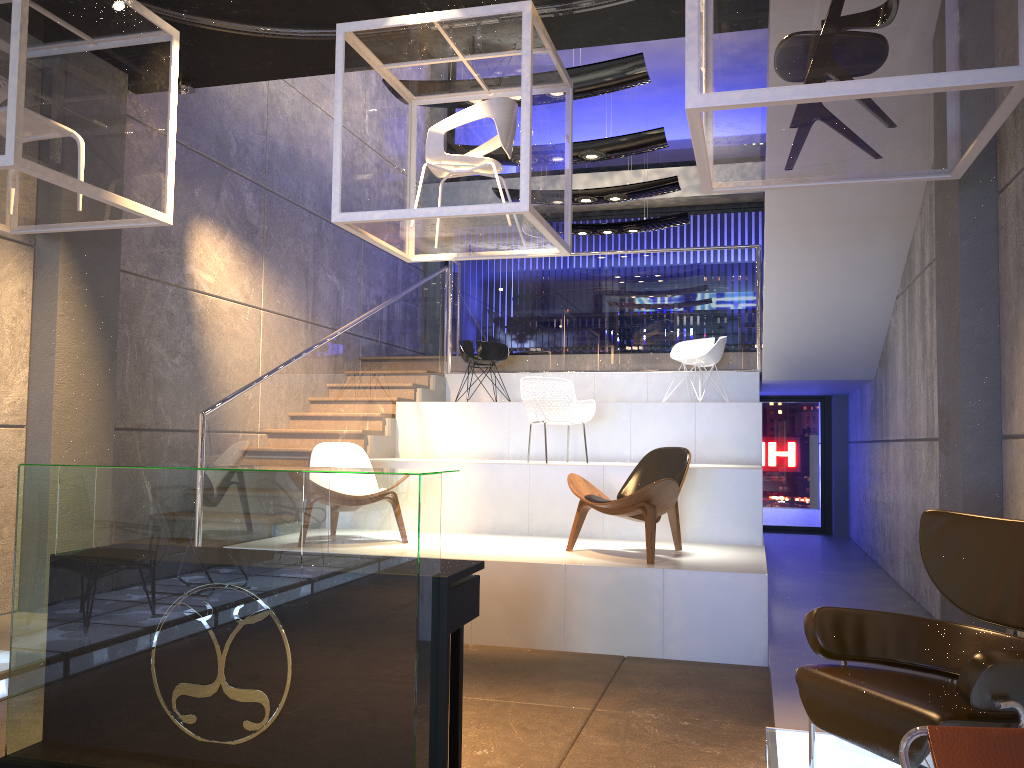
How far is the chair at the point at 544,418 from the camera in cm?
779

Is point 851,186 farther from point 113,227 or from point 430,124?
point 113,227

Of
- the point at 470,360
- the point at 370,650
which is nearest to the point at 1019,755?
the point at 370,650

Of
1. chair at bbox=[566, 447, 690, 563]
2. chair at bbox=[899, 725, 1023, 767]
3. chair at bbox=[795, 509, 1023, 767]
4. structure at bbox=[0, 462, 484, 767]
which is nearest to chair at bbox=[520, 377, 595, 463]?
chair at bbox=[566, 447, 690, 563]

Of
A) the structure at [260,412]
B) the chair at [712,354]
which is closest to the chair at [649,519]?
the structure at [260,412]

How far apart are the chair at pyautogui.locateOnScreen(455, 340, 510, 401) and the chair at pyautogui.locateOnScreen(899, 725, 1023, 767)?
7.87m

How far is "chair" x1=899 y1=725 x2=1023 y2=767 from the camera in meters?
2.0 m

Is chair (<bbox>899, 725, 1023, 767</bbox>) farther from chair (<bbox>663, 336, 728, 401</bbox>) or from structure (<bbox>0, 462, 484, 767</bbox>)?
chair (<bbox>663, 336, 728, 401</bbox>)

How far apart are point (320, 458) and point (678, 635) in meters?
3.1

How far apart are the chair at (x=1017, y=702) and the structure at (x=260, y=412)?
3.75m
